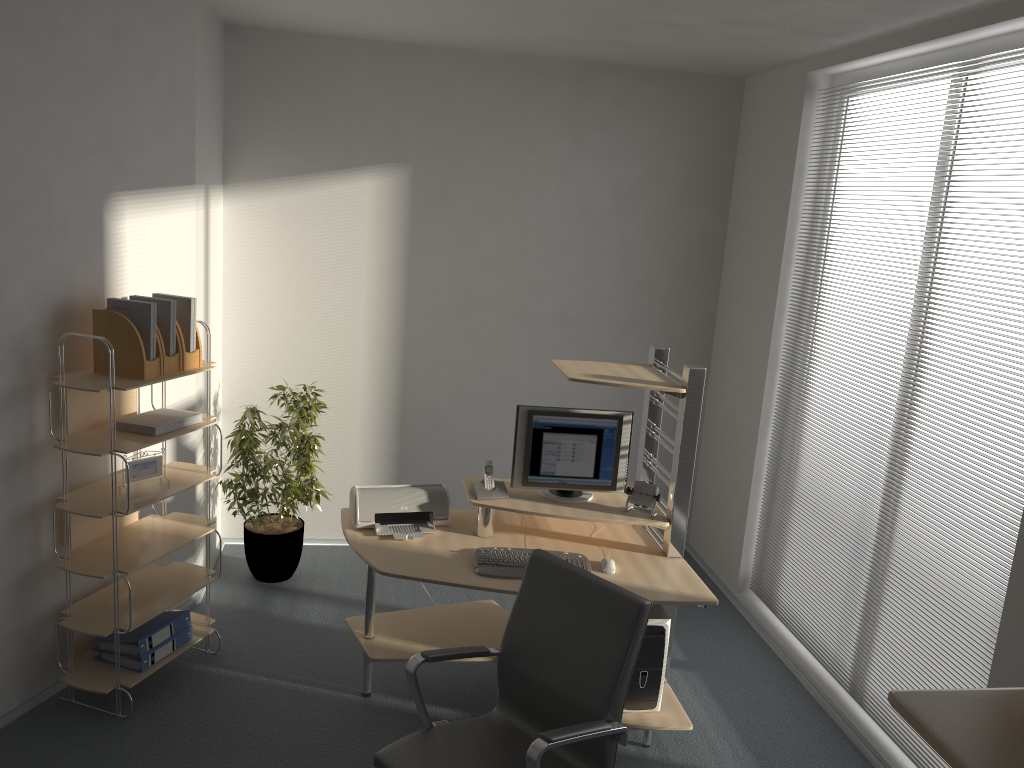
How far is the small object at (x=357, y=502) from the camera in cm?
385

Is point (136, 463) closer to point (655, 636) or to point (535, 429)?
point (535, 429)

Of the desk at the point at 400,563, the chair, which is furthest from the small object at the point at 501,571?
the chair

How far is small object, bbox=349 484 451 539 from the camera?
3.8m

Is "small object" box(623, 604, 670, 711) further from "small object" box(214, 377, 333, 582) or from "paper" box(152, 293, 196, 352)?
"paper" box(152, 293, 196, 352)

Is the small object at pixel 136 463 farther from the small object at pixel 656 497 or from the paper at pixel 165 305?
the small object at pixel 656 497

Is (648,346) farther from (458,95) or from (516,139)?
(458,95)

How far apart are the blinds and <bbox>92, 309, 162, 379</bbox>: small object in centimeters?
305cm

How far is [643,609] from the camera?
2.6m

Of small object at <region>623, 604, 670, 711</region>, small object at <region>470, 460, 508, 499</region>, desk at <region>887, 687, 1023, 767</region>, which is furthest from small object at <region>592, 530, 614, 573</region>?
desk at <region>887, 687, 1023, 767</region>
